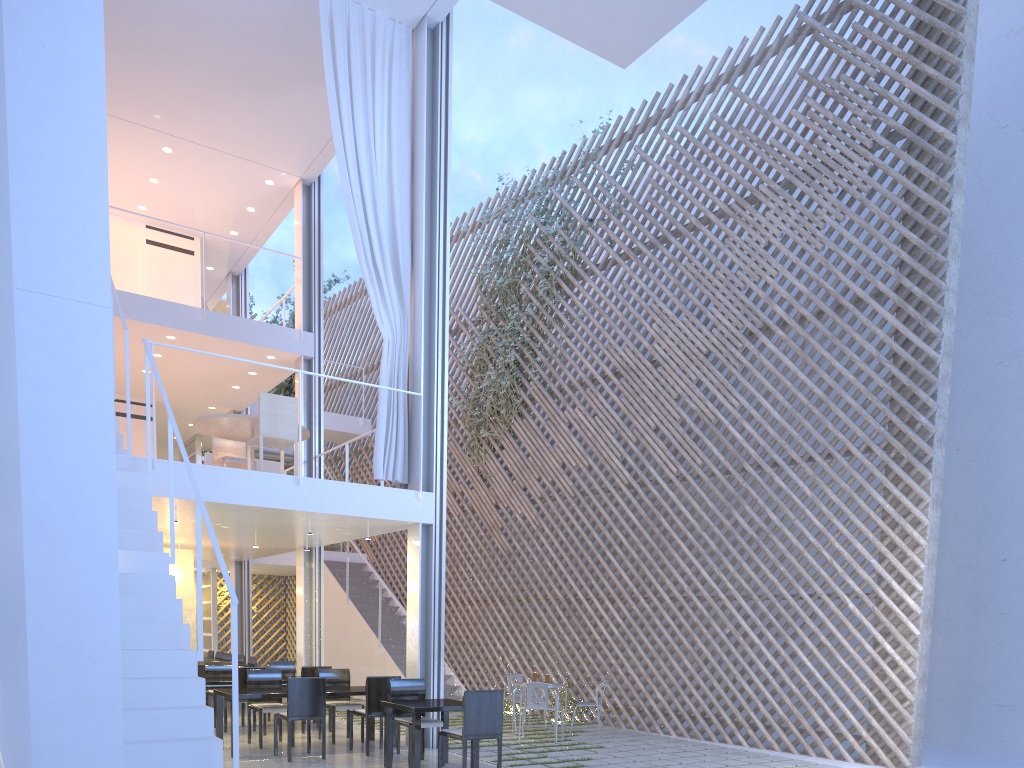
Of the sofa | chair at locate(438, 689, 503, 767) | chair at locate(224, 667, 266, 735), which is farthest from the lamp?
chair at locate(438, 689, 503, 767)

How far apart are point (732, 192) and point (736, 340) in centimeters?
98cm

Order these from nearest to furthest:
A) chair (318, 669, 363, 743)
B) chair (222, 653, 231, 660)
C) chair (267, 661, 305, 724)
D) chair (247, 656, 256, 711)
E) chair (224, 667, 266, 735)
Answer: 1. chair (318, 669, 363, 743)
2. chair (224, 667, 266, 735)
3. chair (267, 661, 305, 724)
4. chair (247, 656, 256, 711)
5. chair (222, 653, 231, 660)

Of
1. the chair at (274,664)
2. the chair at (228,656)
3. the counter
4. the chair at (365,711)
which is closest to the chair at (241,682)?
the chair at (274,664)

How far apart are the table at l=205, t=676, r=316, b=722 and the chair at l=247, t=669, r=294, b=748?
0.5m

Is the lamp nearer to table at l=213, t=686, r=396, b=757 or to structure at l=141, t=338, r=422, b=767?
table at l=213, t=686, r=396, b=757

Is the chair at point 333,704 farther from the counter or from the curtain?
the counter

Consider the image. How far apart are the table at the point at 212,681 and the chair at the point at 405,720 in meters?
1.4 m

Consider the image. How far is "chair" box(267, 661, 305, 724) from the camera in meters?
5.4

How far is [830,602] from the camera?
4.4 meters
